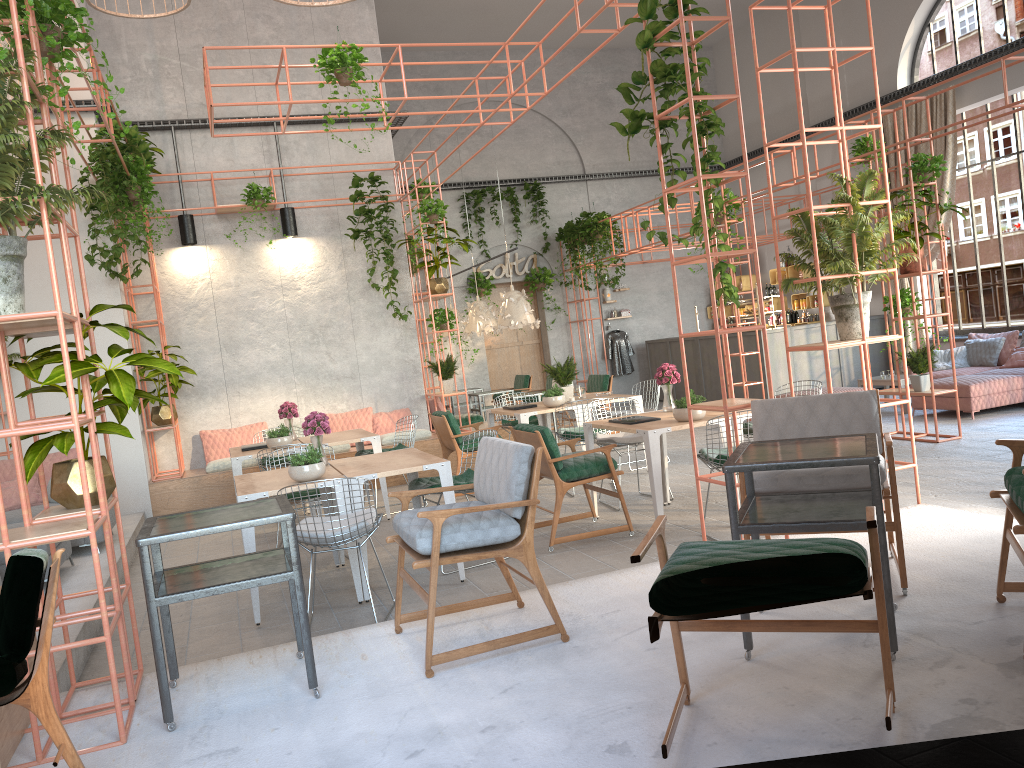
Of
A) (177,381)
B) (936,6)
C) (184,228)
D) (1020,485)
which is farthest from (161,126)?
(936,6)

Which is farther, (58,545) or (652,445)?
(58,545)

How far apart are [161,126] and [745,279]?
11.28m

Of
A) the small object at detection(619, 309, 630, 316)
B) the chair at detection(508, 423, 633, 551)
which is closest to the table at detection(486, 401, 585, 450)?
the chair at detection(508, 423, 633, 551)

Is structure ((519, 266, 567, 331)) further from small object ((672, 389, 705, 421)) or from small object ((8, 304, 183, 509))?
small object ((8, 304, 183, 509))

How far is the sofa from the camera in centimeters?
1044cm

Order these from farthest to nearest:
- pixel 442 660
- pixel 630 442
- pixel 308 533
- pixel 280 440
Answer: pixel 280 440, pixel 630 442, pixel 308 533, pixel 442 660

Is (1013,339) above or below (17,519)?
above

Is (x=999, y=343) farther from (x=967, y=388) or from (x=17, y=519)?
(x=17, y=519)

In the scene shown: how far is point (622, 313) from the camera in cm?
1825
